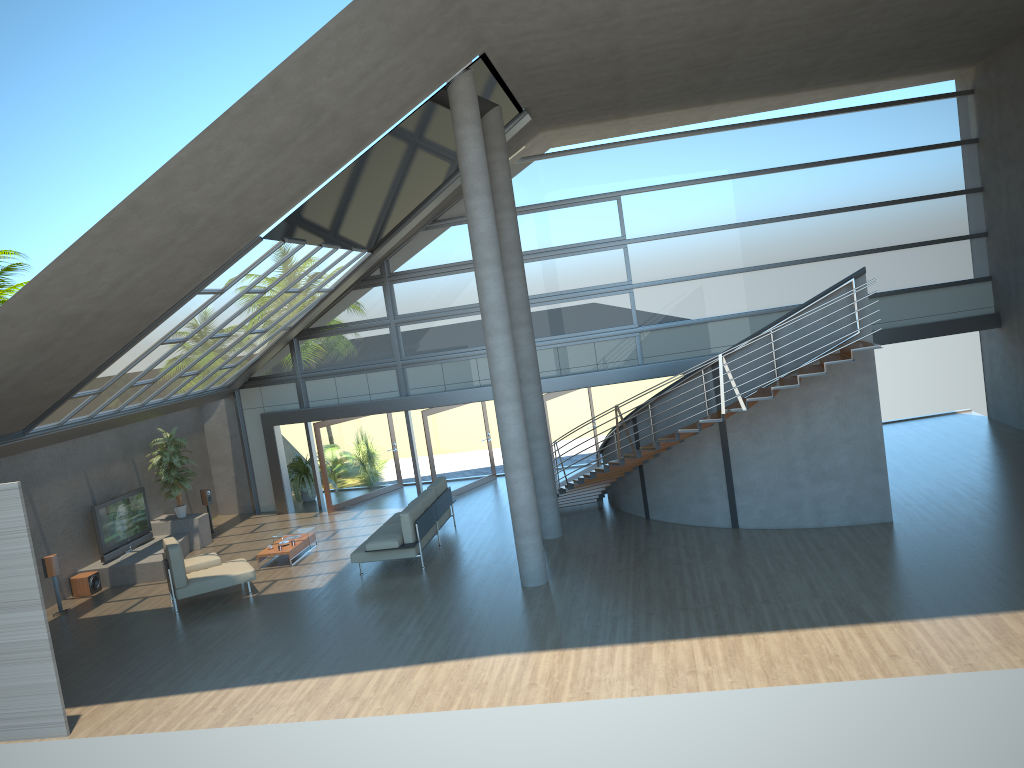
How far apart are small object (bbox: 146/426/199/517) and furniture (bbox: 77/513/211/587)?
0.1 meters

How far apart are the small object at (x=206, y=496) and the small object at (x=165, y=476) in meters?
0.8 m

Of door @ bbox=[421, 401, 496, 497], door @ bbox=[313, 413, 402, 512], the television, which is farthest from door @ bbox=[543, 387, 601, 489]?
the television

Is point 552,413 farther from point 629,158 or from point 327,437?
point 629,158

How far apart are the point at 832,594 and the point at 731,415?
2.9m

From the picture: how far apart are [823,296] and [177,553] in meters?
10.1 m

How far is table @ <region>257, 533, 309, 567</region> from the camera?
15.2 meters

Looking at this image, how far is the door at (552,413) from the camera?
18.00m

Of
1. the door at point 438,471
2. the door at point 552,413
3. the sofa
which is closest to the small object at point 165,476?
the sofa

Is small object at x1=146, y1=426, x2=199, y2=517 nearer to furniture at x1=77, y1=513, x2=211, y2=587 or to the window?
furniture at x1=77, y1=513, x2=211, y2=587
